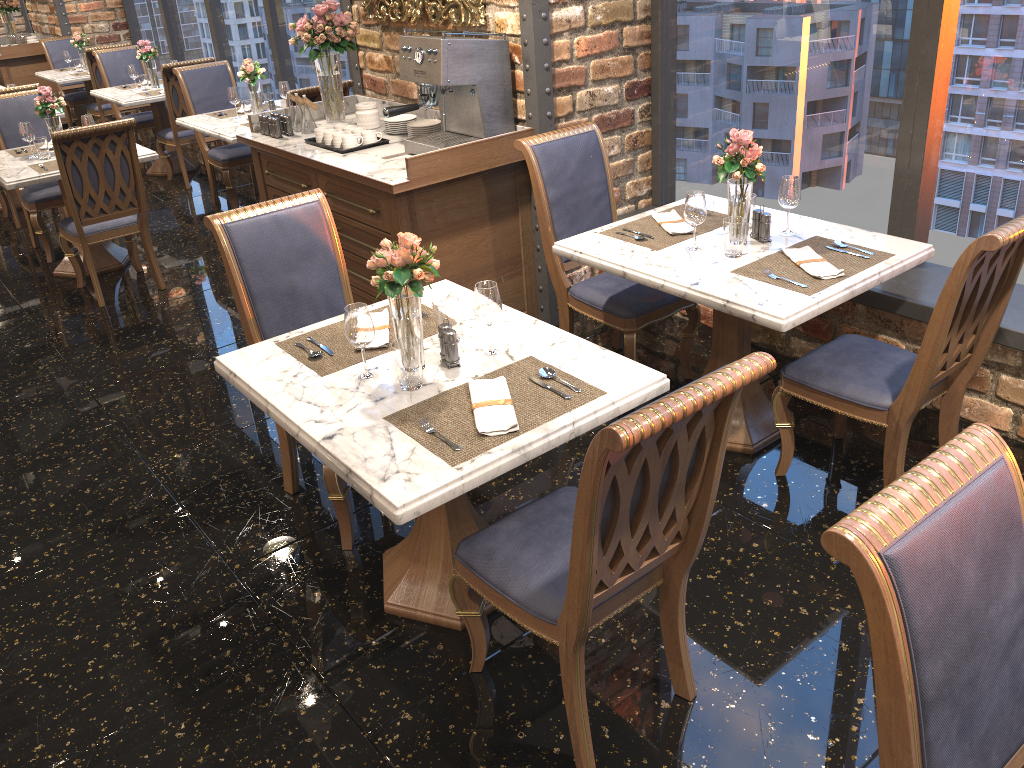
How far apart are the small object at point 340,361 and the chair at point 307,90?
3.0m

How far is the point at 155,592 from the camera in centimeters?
290cm

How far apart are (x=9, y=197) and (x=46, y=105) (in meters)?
1.77

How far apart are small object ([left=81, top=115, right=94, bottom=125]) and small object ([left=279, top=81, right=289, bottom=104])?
1.29m

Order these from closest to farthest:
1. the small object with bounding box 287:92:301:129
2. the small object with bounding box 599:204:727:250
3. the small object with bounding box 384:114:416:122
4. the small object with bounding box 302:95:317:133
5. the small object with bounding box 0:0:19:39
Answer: the small object with bounding box 599:204:727:250 < the small object with bounding box 384:114:416:122 < the small object with bounding box 302:95:317:133 < the small object with bounding box 287:92:301:129 < the small object with bounding box 0:0:19:39

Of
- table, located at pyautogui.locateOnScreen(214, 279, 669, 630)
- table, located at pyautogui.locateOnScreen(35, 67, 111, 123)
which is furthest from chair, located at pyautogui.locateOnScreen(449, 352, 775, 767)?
table, located at pyautogui.locateOnScreen(35, 67, 111, 123)

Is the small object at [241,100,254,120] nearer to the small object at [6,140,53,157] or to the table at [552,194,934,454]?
the small object at [6,140,53,157]

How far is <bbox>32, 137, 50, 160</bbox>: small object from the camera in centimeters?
536cm

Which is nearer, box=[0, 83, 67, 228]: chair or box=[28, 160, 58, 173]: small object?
box=[28, 160, 58, 173]: small object

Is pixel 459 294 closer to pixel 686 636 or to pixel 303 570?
pixel 303 570
